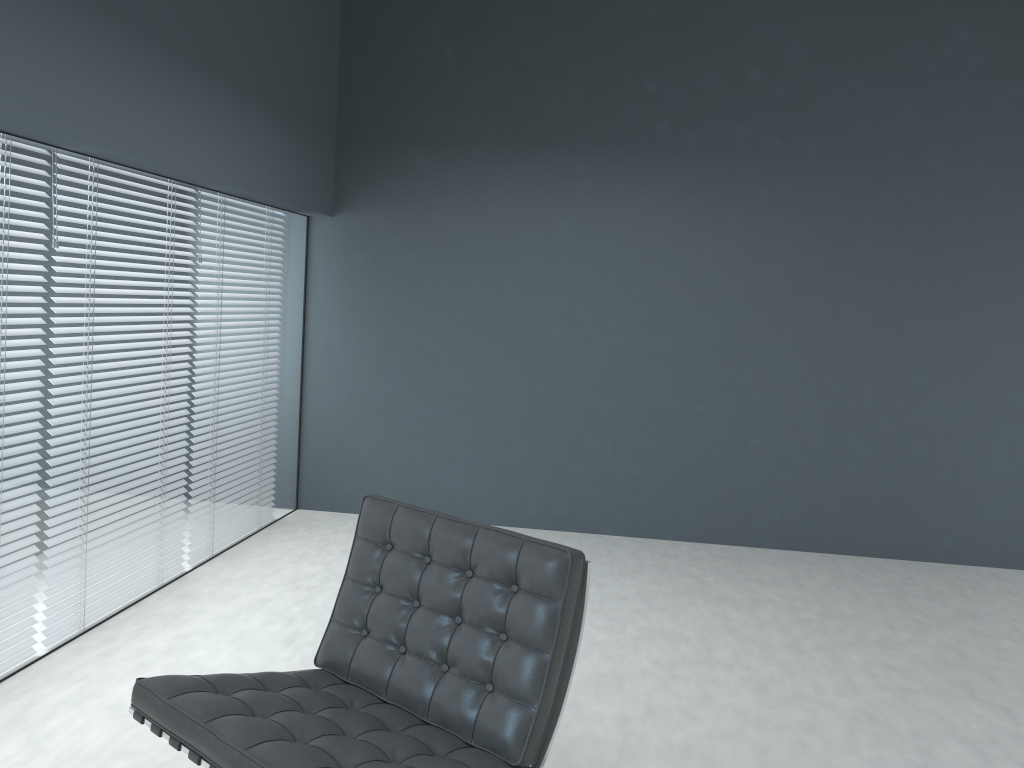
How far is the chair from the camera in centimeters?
182cm

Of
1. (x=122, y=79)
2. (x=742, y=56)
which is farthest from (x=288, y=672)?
(x=742, y=56)

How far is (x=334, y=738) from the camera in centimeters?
182cm

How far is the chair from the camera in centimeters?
182cm

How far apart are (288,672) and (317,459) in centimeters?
303cm
